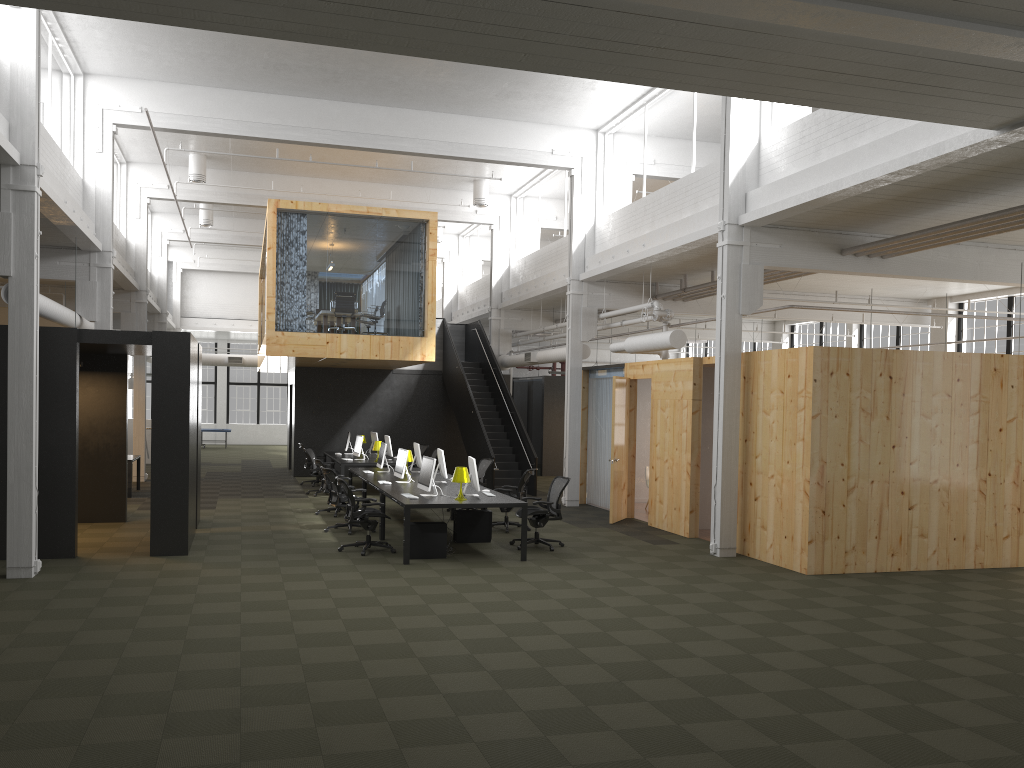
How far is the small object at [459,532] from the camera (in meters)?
12.70

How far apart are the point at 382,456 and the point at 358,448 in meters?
3.4 m

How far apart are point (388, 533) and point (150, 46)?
8.5 meters

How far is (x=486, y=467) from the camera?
16.4m

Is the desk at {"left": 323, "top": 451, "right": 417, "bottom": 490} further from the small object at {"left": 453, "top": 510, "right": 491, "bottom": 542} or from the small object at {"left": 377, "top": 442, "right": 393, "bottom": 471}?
the small object at {"left": 453, "top": 510, "right": 491, "bottom": 542}

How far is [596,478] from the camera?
17.7 meters

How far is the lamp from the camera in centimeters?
1146cm

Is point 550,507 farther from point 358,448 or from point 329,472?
point 358,448

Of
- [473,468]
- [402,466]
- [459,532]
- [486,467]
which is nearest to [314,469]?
[486,467]

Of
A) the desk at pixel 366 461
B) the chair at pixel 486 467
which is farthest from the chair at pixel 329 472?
the desk at pixel 366 461
